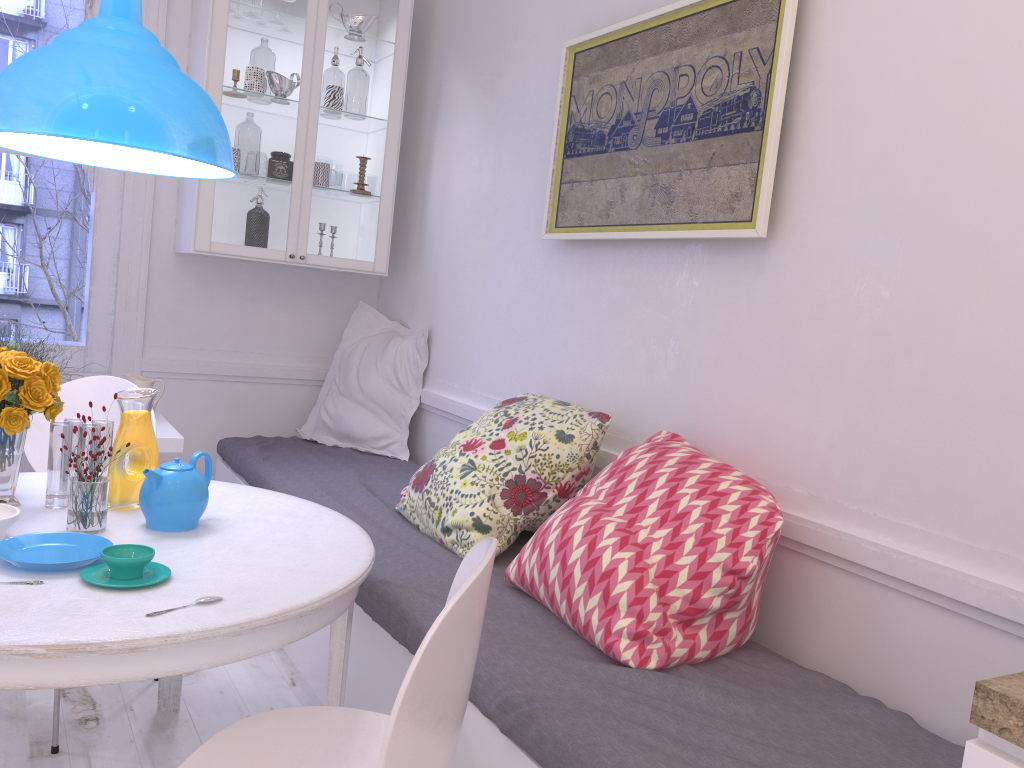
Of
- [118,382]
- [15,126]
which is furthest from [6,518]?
[118,382]

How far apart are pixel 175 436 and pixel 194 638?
1.7m

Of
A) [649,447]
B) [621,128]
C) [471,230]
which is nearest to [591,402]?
[649,447]

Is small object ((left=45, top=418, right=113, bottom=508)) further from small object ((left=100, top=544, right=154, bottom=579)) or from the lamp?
the lamp

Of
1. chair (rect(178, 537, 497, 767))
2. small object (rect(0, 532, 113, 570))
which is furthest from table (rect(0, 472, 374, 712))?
chair (rect(178, 537, 497, 767))

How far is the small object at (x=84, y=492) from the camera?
1.8 meters

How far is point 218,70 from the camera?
3.4 meters

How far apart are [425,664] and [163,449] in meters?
2.1 m

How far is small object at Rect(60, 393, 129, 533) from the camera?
Result: 1.8m

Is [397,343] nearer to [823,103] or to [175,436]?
[175,436]
